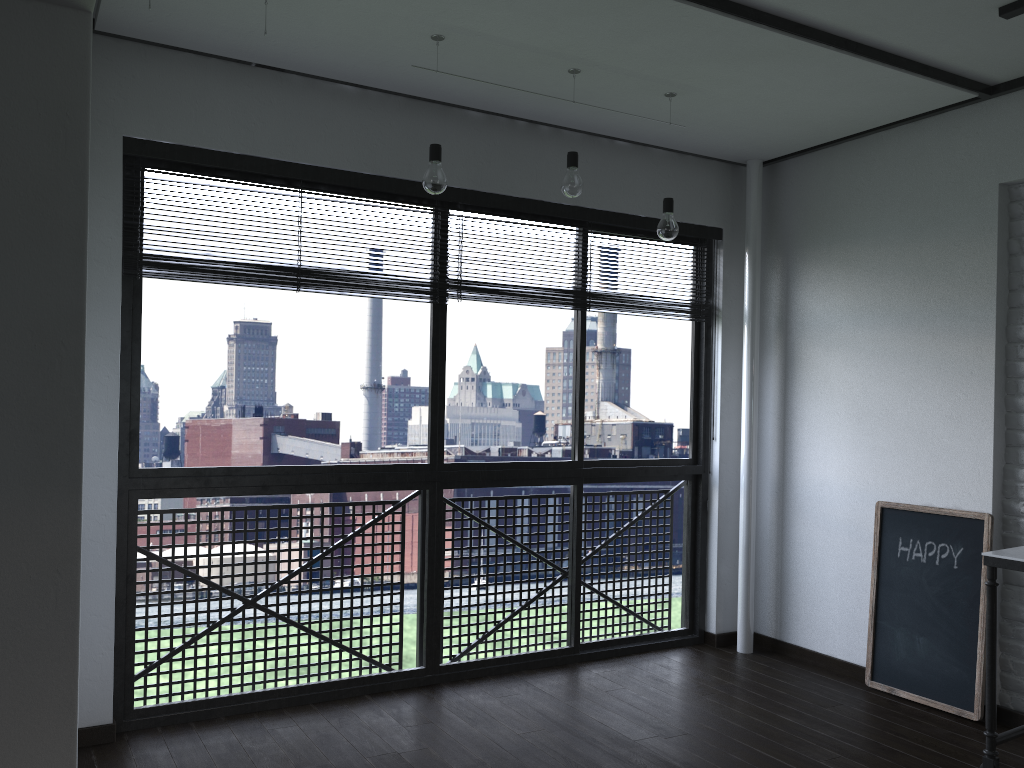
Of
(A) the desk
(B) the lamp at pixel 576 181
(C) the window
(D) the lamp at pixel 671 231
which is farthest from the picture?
(B) the lamp at pixel 576 181

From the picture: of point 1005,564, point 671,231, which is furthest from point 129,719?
point 1005,564

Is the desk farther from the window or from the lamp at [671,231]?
the window

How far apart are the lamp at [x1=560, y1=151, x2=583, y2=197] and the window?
0.63m

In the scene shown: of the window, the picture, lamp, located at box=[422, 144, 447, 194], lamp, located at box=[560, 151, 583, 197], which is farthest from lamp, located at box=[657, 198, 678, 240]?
the picture

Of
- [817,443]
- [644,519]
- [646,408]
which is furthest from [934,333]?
[646,408]

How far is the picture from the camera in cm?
335

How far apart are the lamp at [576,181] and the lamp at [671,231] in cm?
40

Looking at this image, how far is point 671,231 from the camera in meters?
3.3 m

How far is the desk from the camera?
2.7 meters
